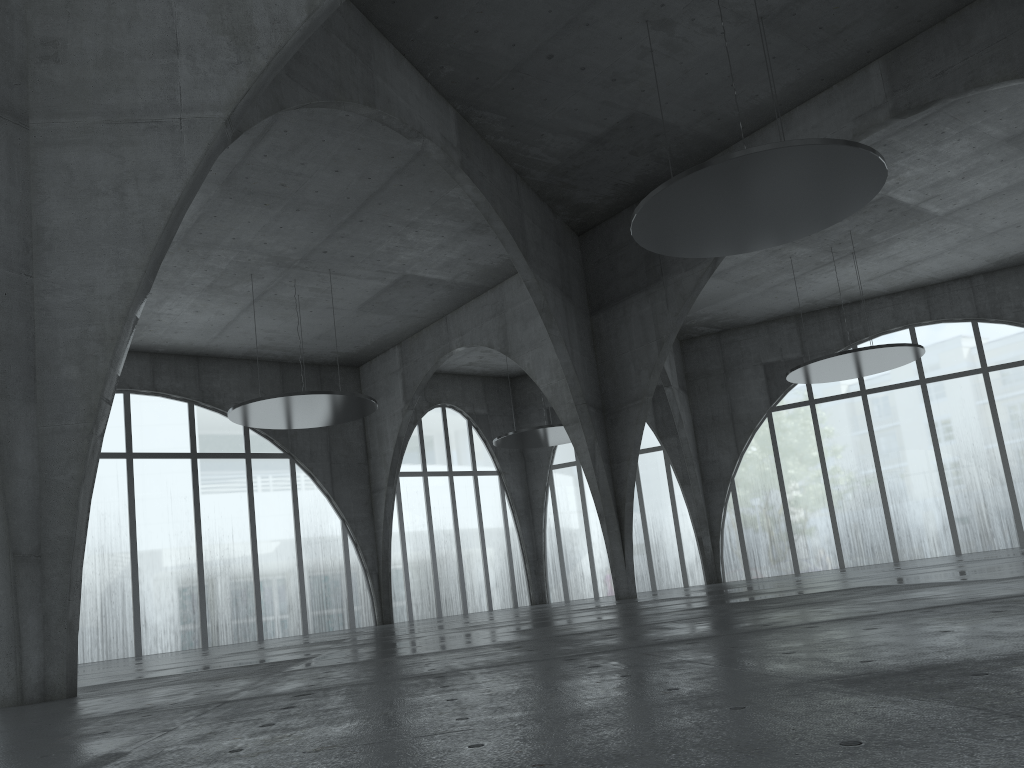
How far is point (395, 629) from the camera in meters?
49.5 m

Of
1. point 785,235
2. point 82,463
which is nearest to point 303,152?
point 785,235
